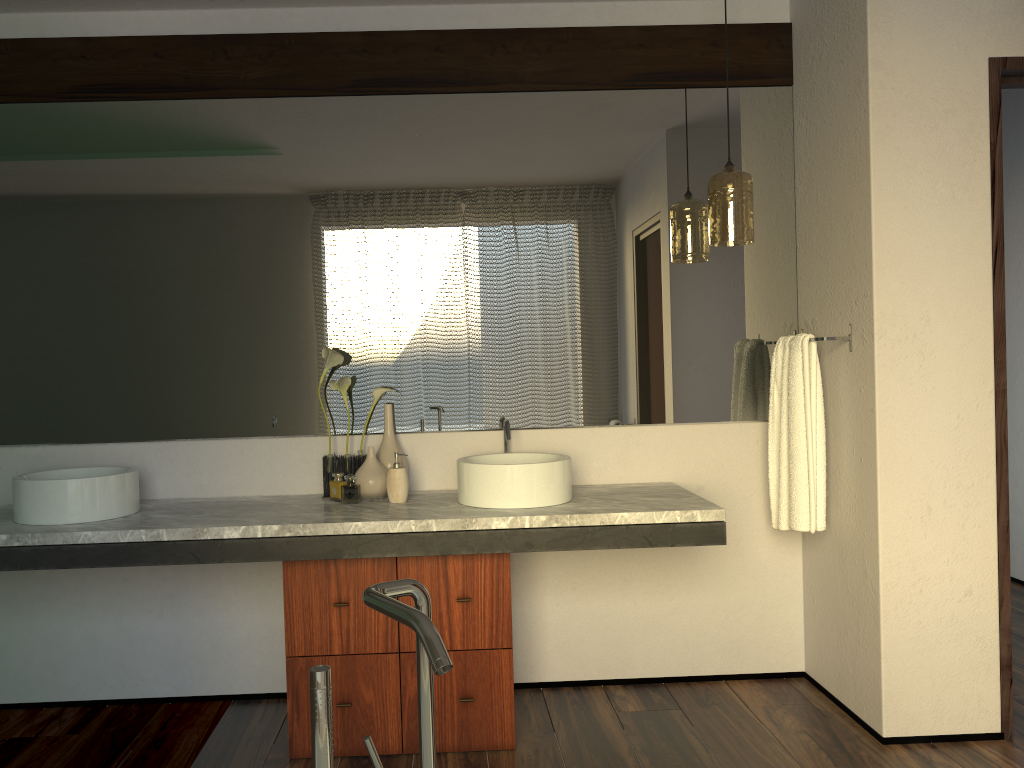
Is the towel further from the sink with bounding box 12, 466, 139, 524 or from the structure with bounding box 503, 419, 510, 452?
the sink with bounding box 12, 466, 139, 524

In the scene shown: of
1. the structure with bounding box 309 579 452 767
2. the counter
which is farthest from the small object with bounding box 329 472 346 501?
the structure with bounding box 309 579 452 767

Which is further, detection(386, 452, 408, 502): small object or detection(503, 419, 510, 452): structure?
detection(503, 419, 510, 452): structure

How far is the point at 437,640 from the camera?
0.8 meters

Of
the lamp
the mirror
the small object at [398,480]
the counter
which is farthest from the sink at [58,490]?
the lamp

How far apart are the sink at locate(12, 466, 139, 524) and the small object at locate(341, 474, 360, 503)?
0.64m

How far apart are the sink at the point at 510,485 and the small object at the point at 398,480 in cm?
18

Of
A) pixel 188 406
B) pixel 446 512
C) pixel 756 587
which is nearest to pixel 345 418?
pixel 188 406

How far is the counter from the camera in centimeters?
239cm

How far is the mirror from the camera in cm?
292
